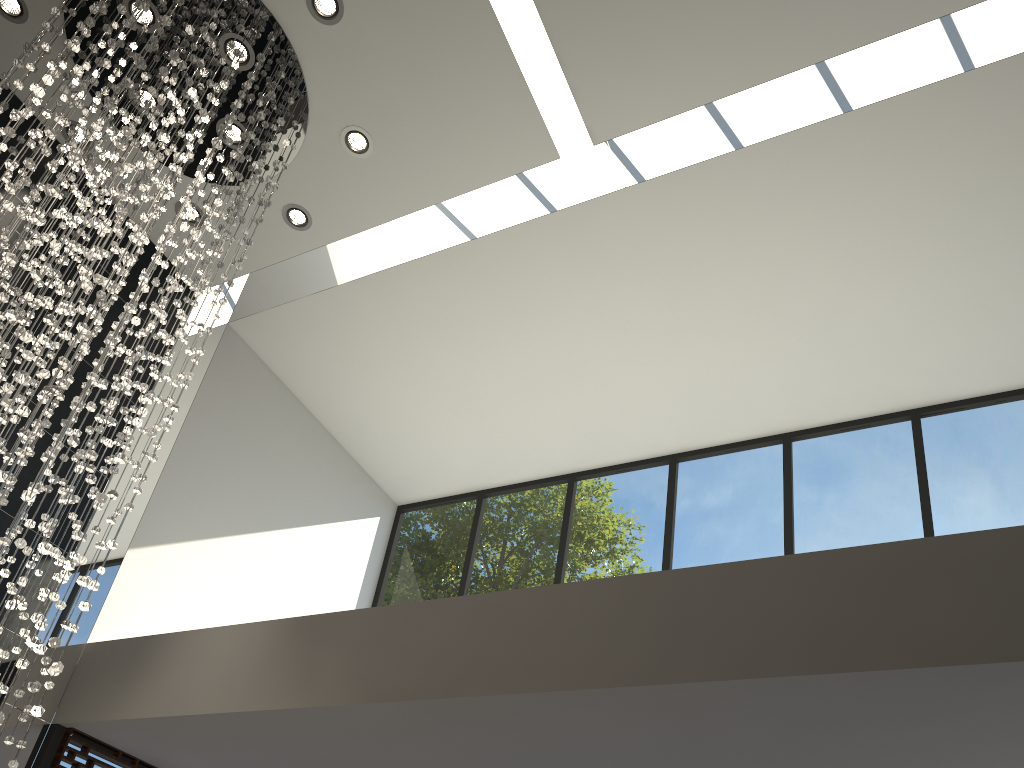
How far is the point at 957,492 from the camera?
5.6 meters

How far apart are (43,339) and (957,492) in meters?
5.3

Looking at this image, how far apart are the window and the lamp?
1.23m

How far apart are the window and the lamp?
1.23m

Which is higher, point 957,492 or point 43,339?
point 957,492

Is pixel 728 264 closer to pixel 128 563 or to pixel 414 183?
pixel 414 183

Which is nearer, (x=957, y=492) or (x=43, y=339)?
(x=43, y=339)

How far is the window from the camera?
5.6 meters

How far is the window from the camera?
5.6m

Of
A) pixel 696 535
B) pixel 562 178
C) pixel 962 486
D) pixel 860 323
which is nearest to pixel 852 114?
pixel 860 323
